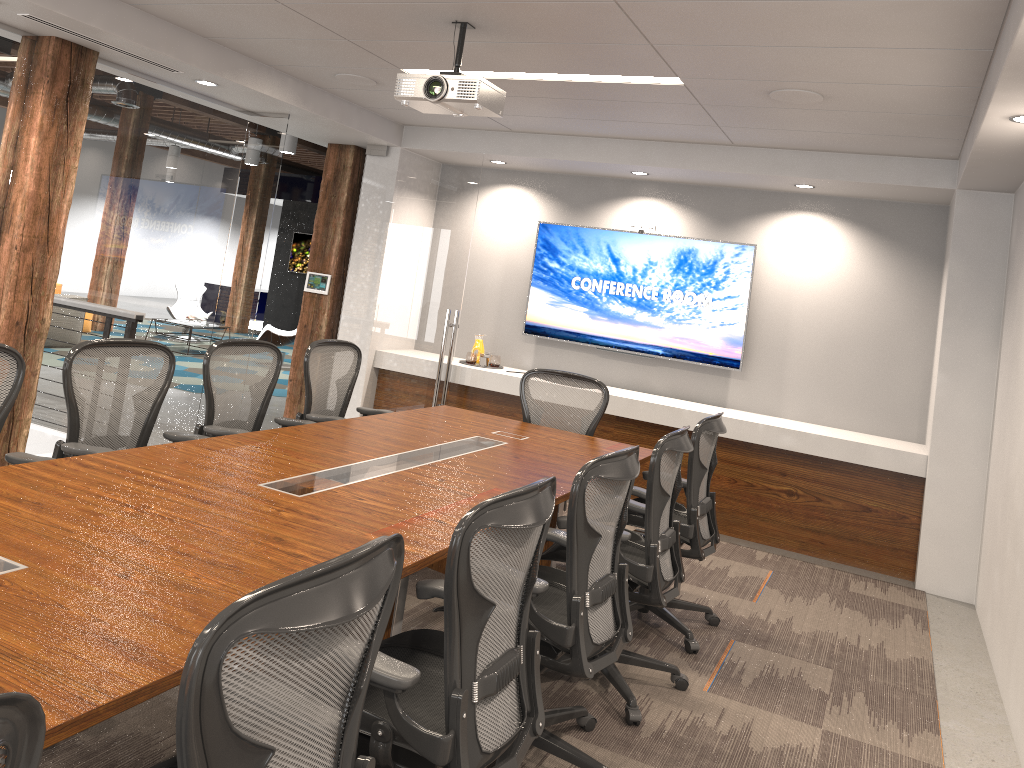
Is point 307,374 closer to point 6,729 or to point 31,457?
point 31,457

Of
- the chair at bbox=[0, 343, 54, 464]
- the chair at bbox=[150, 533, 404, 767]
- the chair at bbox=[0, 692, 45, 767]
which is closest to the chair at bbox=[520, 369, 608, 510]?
the chair at bbox=[0, 343, 54, 464]

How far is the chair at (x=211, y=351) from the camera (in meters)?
4.39

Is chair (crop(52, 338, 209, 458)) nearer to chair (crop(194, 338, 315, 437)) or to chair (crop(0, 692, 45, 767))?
chair (crop(194, 338, 315, 437))

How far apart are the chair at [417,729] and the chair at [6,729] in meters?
1.1 m

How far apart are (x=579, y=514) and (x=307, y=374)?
2.8m

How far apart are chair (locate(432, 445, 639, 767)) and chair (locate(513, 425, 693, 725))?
0.2m

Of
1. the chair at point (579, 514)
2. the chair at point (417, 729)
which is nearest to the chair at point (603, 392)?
the chair at point (579, 514)

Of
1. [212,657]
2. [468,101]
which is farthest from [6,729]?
[468,101]

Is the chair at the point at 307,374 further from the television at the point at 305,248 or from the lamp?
the television at the point at 305,248
